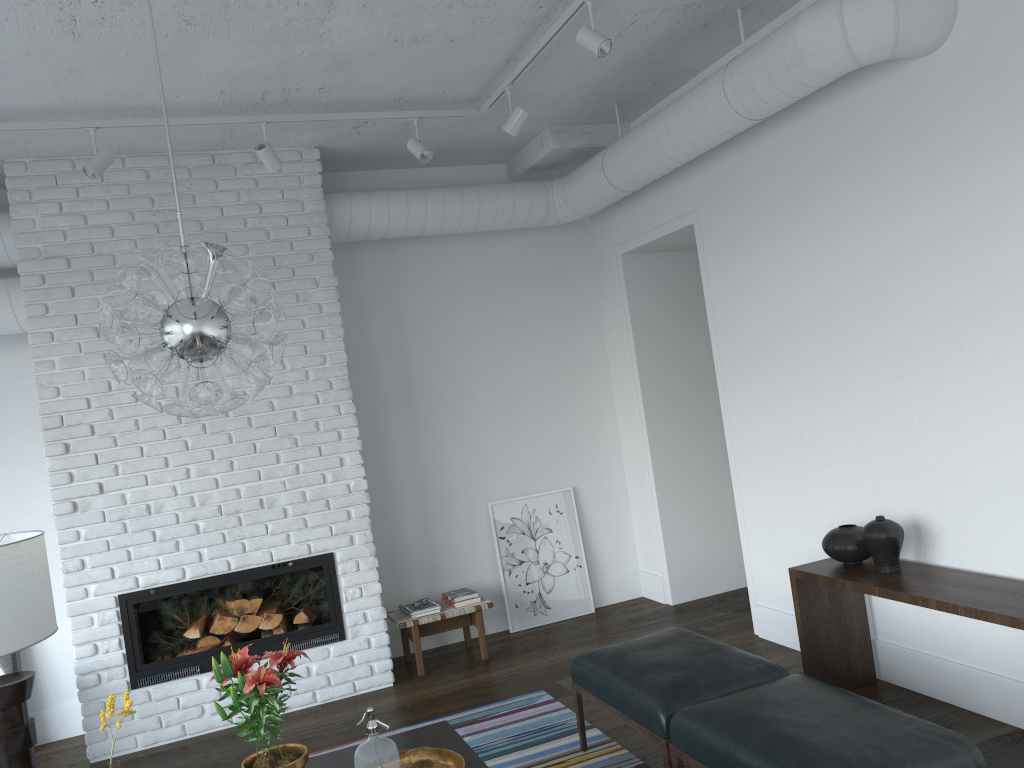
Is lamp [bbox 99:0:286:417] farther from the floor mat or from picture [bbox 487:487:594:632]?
picture [bbox 487:487:594:632]

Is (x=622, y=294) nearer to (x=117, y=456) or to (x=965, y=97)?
(x=965, y=97)

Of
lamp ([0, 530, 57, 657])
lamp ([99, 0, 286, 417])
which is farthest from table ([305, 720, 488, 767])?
lamp ([0, 530, 57, 657])

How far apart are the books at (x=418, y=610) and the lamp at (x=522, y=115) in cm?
284

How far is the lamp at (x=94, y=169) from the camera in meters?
4.1

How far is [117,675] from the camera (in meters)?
4.73

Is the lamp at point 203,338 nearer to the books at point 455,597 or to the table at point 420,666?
the table at point 420,666

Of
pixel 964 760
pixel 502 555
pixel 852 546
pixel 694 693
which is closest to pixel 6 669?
pixel 502 555

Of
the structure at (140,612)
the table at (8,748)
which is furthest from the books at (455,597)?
the table at (8,748)

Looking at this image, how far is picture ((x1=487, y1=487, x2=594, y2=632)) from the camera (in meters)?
6.06
